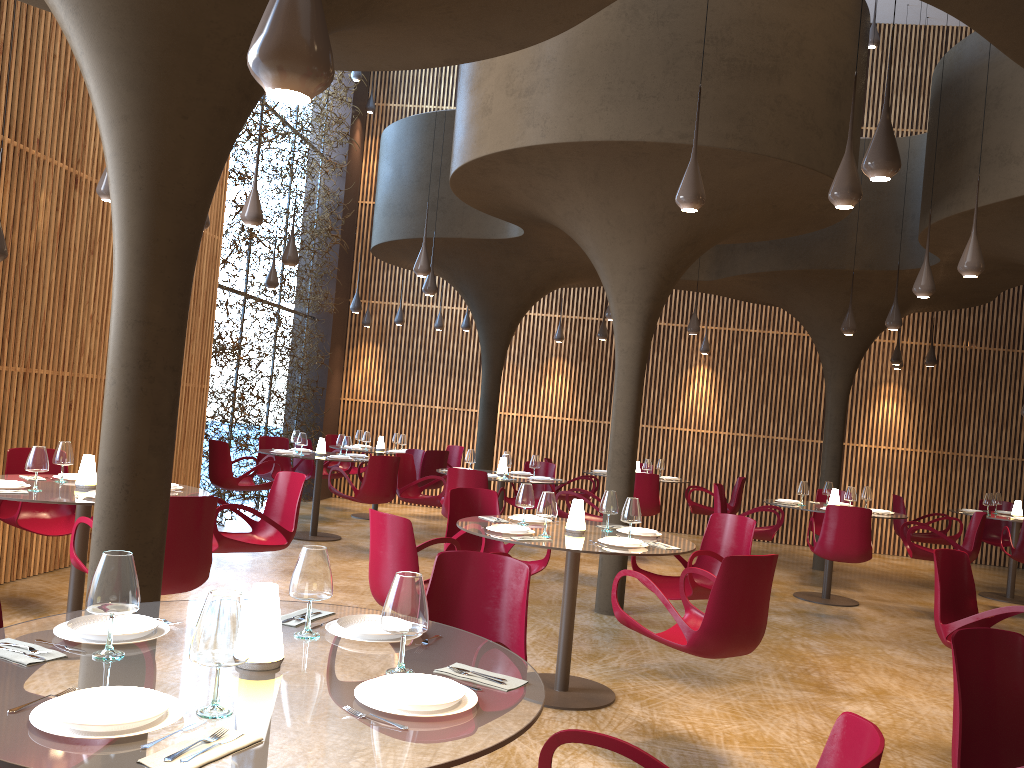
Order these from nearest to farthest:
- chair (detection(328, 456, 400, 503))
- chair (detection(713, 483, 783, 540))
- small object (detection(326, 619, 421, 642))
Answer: small object (detection(326, 619, 421, 642)) < chair (detection(713, 483, 783, 540)) < chair (detection(328, 456, 400, 503))

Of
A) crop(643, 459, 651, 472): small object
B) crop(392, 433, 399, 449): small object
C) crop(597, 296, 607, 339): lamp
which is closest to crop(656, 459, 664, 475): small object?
crop(643, 459, 651, 472): small object

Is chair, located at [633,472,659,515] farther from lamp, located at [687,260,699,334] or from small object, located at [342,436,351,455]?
small object, located at [342,436,351,455]

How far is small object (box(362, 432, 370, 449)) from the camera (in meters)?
14.30

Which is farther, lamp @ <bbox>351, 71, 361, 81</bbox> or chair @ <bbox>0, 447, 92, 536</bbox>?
lamp @ <bbox>351, 71, 361, 81</bbox>

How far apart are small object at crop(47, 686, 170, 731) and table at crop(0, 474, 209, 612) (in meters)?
3.75

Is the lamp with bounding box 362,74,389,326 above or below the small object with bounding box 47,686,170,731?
above

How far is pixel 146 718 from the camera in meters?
2.0

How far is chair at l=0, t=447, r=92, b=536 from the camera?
7.1m

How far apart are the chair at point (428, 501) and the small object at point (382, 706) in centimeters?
876cm
